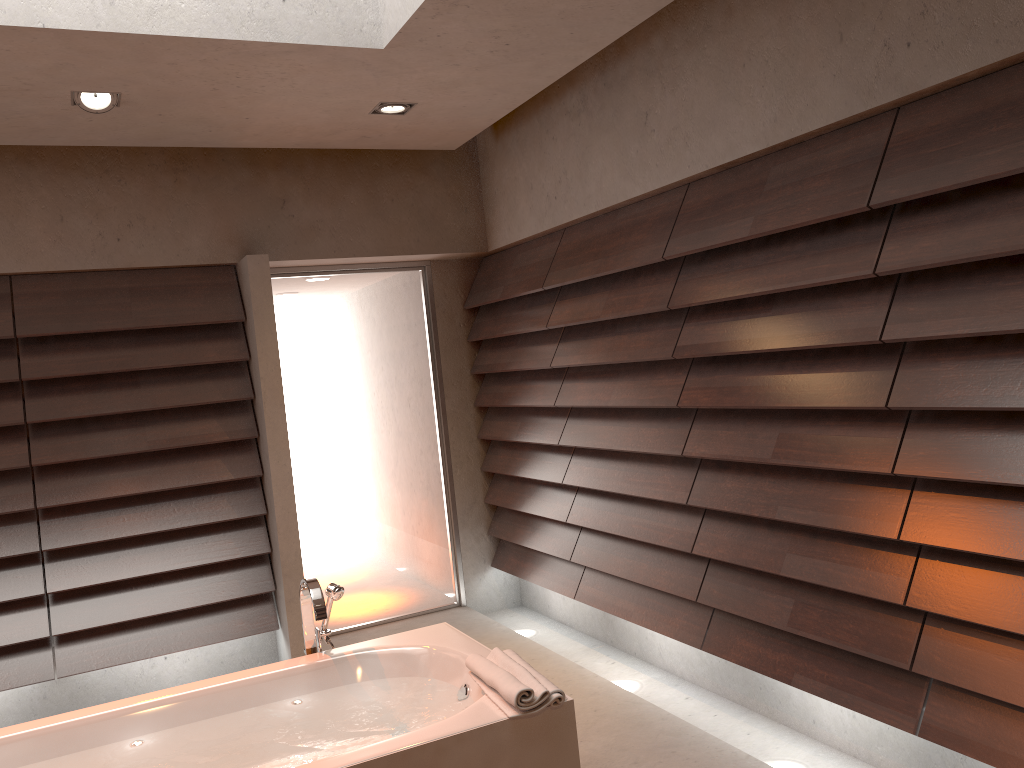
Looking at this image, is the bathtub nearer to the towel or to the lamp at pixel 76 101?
the towel

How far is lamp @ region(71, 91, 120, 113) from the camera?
3.2m

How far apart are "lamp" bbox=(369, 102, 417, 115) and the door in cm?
121

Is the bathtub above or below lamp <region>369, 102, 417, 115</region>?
below

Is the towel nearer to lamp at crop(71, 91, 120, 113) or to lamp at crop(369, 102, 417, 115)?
lamp at crop(369, 102, 417, 115)

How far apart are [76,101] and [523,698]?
2.6 meters

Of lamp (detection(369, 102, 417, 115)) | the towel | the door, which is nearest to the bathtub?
the towel

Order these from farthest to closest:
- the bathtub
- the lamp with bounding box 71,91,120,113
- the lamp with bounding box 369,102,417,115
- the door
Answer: the door < the lamp with bounding box 369,102,417,115 < the lamp with bounding box 71,91,120,113 < the bathtub

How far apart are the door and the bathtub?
1.8 meters

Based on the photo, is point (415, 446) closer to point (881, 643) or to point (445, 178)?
point (445, 178)
